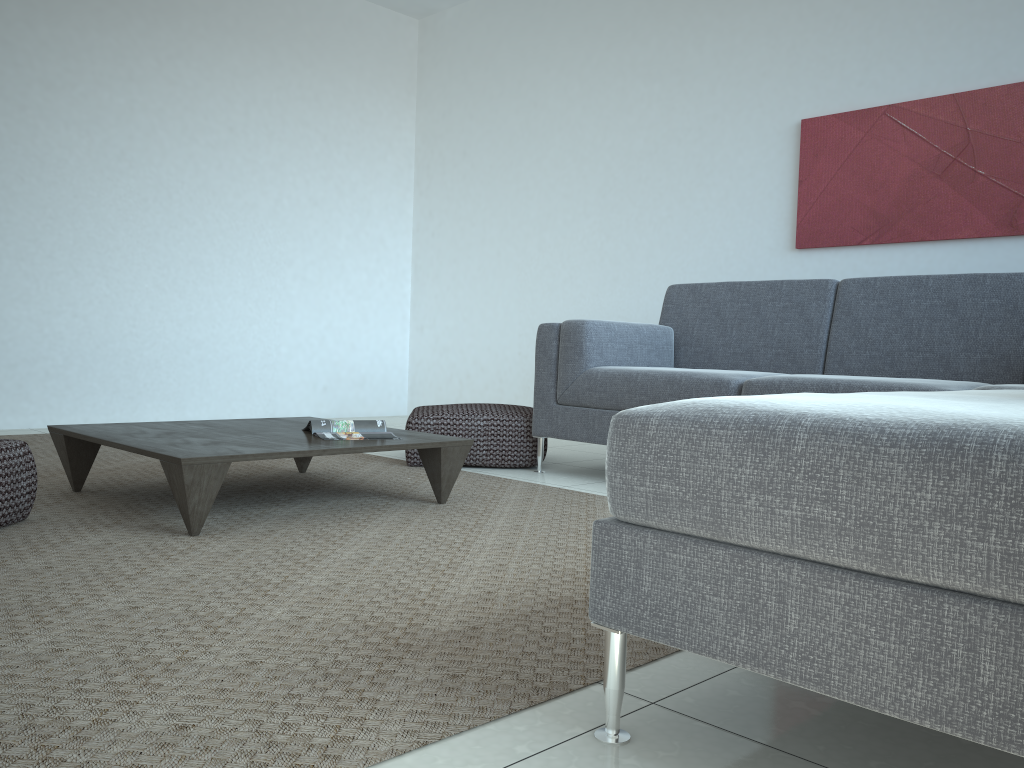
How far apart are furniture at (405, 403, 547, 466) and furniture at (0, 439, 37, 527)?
1.63m

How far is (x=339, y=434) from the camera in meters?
2.9 m

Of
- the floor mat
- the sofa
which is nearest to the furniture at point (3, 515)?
the floor mat

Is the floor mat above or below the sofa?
below

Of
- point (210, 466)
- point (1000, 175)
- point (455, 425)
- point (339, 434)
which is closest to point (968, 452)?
point (210, 466)

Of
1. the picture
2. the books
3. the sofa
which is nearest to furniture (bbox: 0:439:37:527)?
the books

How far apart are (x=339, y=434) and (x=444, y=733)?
1.80m

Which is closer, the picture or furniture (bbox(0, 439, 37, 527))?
furniture (bbox(0, 439, 37, 527))

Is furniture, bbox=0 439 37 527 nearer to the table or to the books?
the table

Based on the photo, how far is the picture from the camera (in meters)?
3.85
